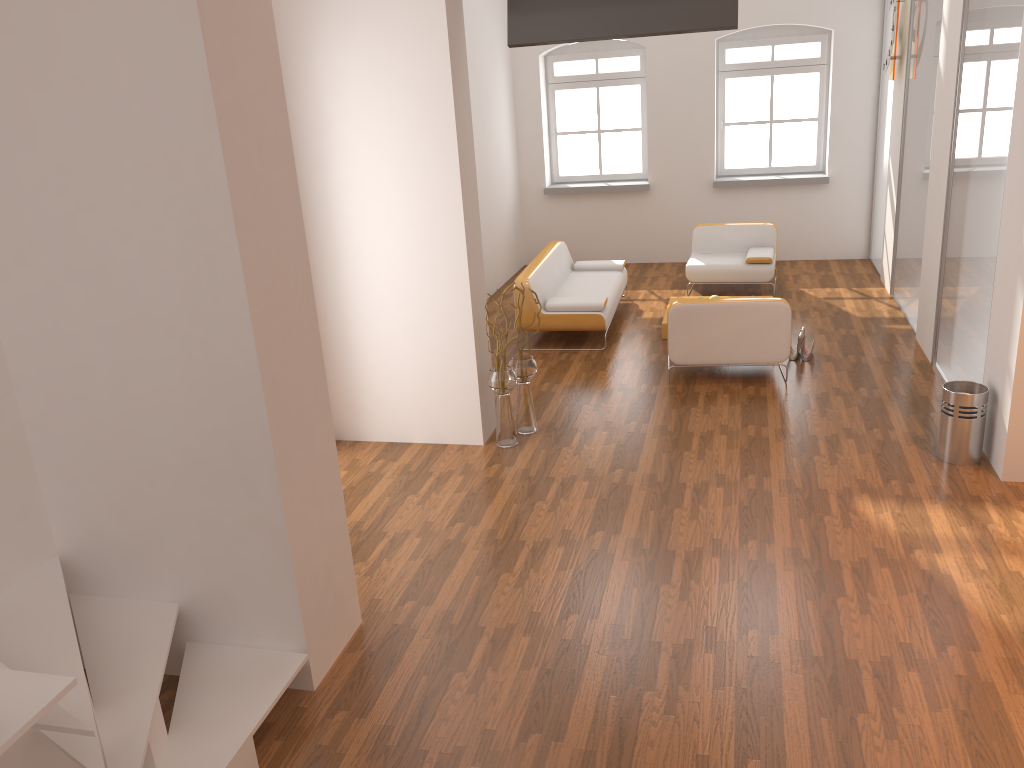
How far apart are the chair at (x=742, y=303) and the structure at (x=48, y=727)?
4.1m

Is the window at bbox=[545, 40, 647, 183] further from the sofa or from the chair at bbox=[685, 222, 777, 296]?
the sofa

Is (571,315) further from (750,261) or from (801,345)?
(750,261)

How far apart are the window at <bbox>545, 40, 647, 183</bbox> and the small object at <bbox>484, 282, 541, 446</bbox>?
5.9 meters

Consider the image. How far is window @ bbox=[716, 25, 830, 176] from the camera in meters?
10.4

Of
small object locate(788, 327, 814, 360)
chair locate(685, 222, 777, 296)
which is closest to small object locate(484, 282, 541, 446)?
small object locate(788, 327, 814, 360)

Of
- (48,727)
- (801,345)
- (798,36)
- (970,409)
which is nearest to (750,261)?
(801,345)

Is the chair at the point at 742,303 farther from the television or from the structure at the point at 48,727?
the structure at the point at 48,727

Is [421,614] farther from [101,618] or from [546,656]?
[101,618]

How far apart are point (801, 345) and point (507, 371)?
2.79m
